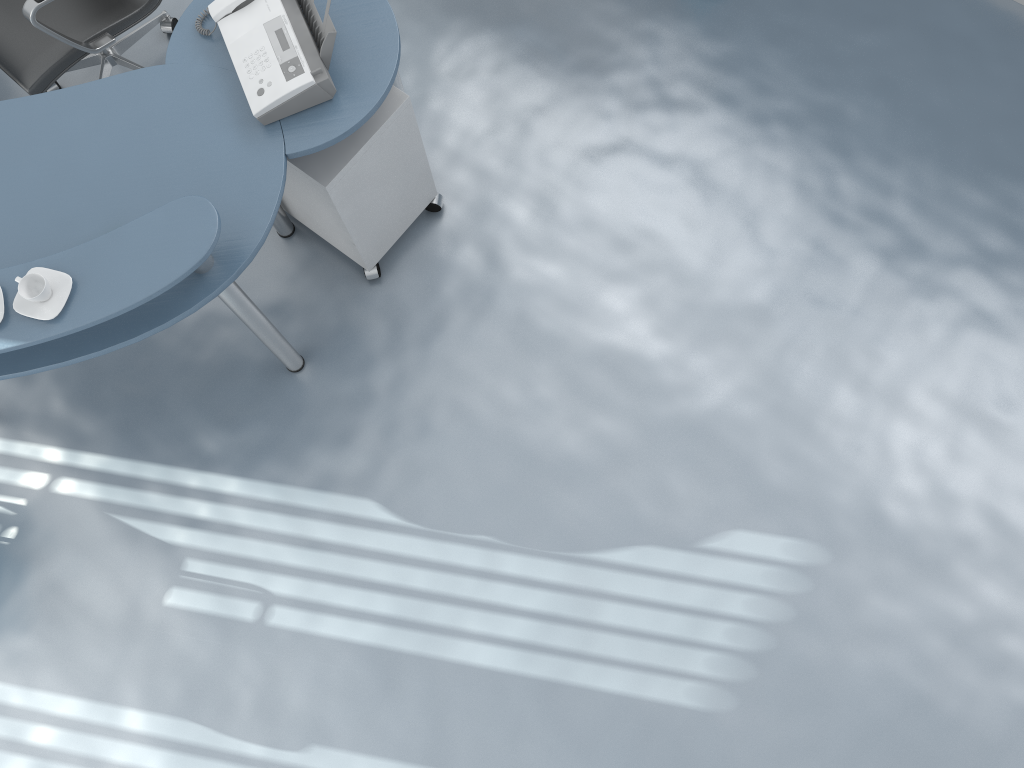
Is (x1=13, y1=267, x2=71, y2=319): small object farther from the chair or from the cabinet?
the chair

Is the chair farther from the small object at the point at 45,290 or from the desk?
the small object at the point at 45,290

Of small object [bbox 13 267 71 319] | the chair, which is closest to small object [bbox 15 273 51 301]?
small object [bbox 13 267 71 319]

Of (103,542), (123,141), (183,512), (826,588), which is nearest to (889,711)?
(826,588)

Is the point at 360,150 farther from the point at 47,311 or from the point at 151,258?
the point at 47,311

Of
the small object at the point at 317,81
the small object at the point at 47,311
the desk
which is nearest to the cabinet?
the desk

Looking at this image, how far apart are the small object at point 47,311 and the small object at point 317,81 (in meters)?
0.60

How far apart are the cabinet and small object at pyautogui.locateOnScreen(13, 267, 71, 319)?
0.67m

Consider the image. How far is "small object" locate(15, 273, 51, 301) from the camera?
1.9 meters

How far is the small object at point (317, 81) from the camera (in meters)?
2.19
